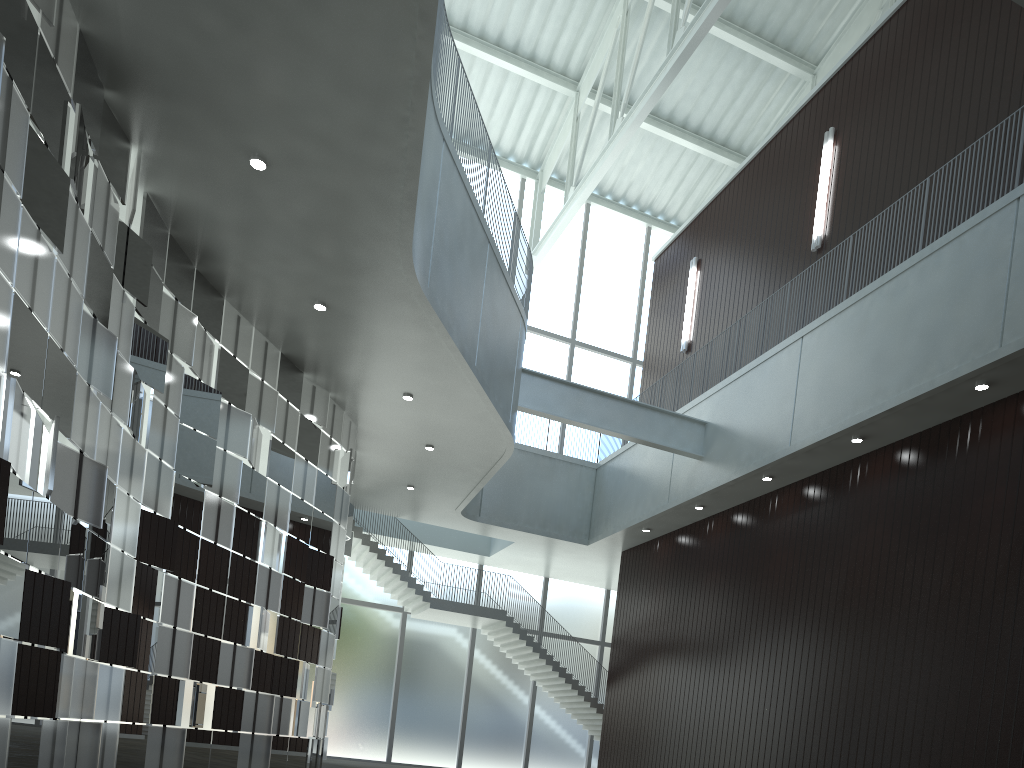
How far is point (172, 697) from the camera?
35.9m
